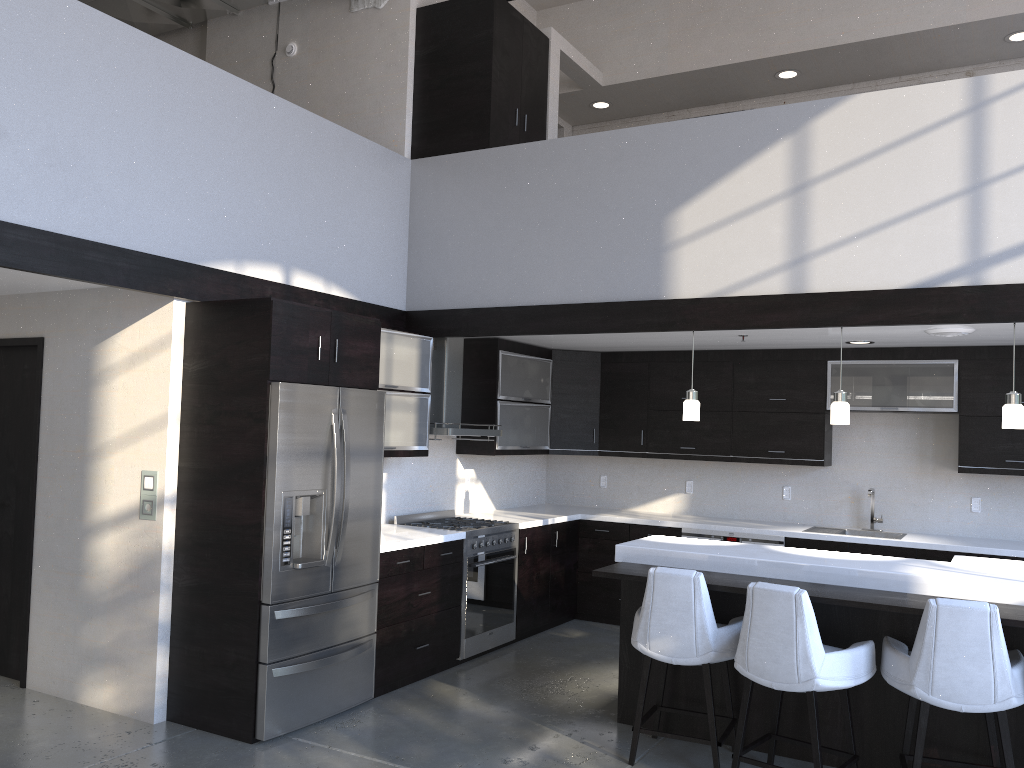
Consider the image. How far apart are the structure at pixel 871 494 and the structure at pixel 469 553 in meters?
2.7 m

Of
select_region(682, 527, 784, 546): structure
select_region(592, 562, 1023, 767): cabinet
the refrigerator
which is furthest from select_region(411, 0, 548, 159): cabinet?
select_region(682, 527, 784, 546): structure

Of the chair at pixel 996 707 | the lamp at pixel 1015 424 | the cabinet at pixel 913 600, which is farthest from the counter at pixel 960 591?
the lamp at pixel 1015 424

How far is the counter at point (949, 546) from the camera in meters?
6.0 m

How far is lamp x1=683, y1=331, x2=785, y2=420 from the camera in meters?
5.3

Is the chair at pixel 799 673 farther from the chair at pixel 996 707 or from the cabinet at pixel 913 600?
the cabinet at pixel 913 600

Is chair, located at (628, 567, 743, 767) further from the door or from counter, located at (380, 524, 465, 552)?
the door

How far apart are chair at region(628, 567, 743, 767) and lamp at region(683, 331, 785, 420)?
1.4m

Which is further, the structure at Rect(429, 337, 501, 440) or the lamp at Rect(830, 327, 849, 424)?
the structure at Rect(429, 337, 501, 440)

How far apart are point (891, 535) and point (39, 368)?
5.9m
